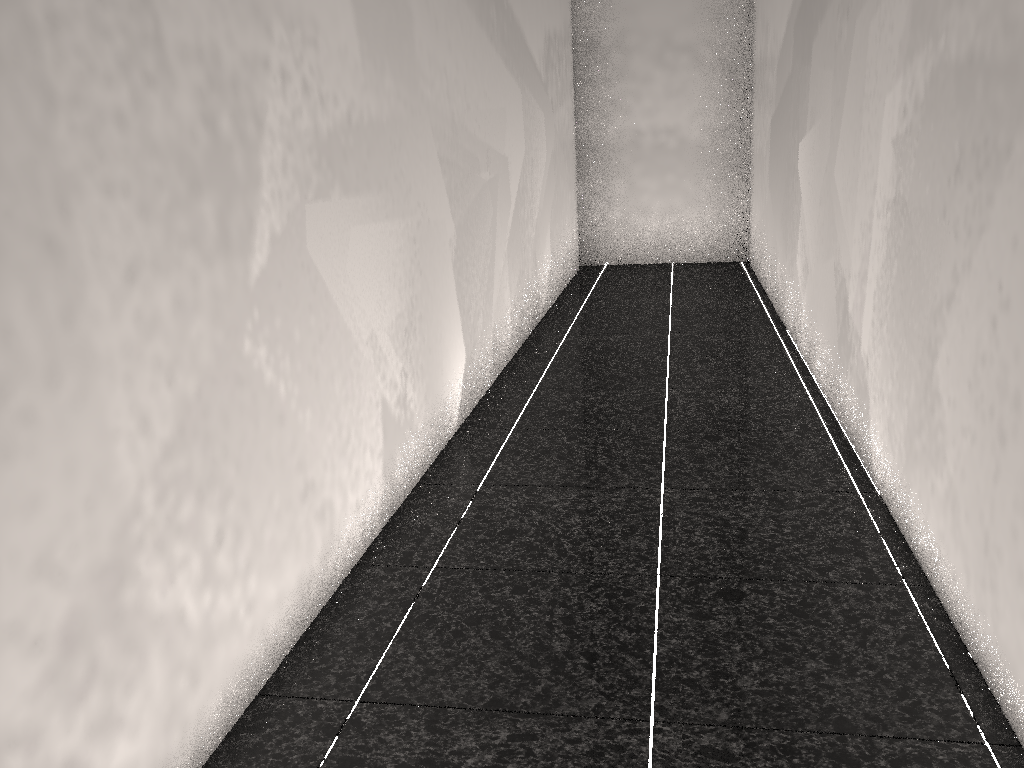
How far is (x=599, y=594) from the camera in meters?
2.2

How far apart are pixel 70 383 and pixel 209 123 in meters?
0.6
